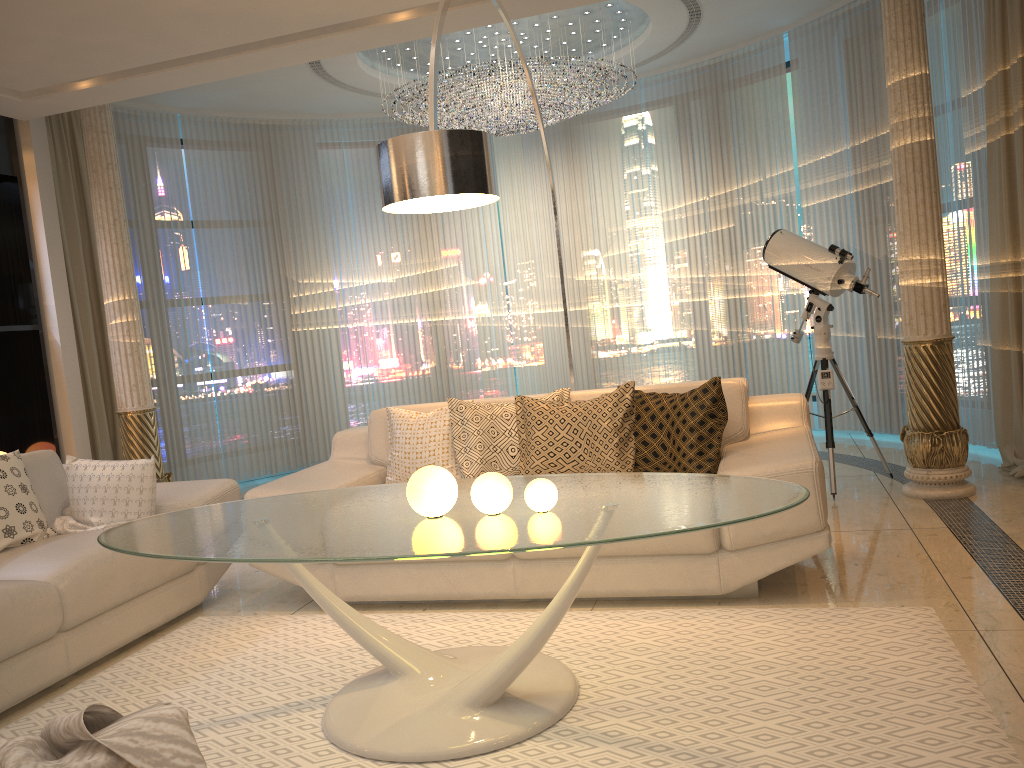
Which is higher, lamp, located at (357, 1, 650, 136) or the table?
lamp, located at (357, 1, 650, 136)

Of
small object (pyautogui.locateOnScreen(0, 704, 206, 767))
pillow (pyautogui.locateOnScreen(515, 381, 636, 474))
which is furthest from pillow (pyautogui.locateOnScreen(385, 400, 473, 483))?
small object (pyautogui.locateOnScreen(0, 704, 206, 767))

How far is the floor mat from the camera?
2.2 meters

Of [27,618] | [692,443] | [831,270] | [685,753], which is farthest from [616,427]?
[27,618]

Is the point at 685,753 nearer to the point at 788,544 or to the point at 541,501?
the point at 541,501

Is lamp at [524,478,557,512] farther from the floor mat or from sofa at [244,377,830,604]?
sofa at [244,377,830,604]

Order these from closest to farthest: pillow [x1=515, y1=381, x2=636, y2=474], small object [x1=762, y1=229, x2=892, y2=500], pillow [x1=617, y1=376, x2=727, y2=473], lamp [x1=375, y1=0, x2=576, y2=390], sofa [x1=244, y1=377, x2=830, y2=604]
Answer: lamp [x1=375, y1=0, x2=576, y2=390], sofa [x1=244, y1=377, x2=830, y2=604], pillow [x1=617, y1=376, x2=727, y2=473], pillow [x1=515, y1=381, x2=636, y2=474], small object [x1=762, y1=229, x2=892, y2=500]

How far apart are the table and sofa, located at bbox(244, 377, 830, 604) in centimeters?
51cm

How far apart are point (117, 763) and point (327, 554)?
0.9 meters

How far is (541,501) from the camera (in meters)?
2.35
